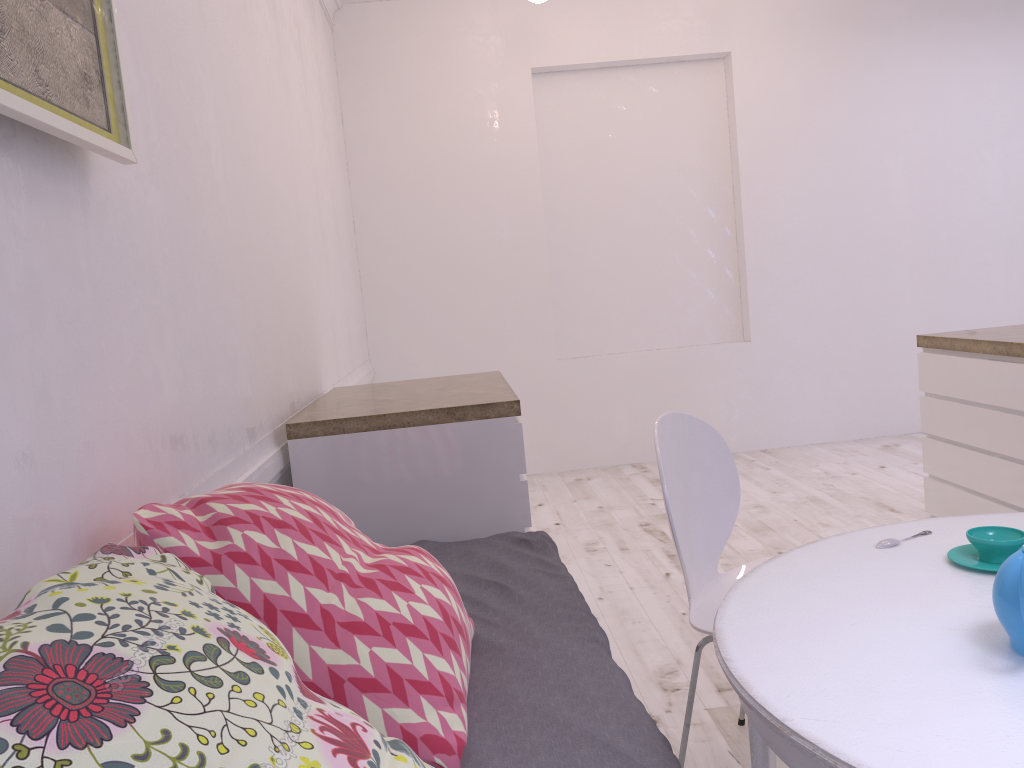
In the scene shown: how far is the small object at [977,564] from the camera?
1.4m

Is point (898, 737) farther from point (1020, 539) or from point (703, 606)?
point (703, 606)

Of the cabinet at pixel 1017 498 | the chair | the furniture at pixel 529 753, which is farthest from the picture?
the cabinet at pixel 1017 498

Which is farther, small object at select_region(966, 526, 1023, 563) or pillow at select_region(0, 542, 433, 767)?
small object at select_region(966, 526, 1023, 563)

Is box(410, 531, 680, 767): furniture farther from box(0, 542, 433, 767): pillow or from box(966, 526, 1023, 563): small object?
box(966, 526, 1023, 563): small object

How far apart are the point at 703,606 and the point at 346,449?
1.1 meters

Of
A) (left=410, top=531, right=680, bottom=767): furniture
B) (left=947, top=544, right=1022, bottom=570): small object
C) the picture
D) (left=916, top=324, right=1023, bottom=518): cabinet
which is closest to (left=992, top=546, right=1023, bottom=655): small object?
(left=947, top=544, right=1022, bottom=570): small object

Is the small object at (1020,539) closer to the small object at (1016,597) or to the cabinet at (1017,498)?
the small object at (1016,597)

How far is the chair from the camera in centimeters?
191cm

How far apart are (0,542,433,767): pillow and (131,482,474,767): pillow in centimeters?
17cm
